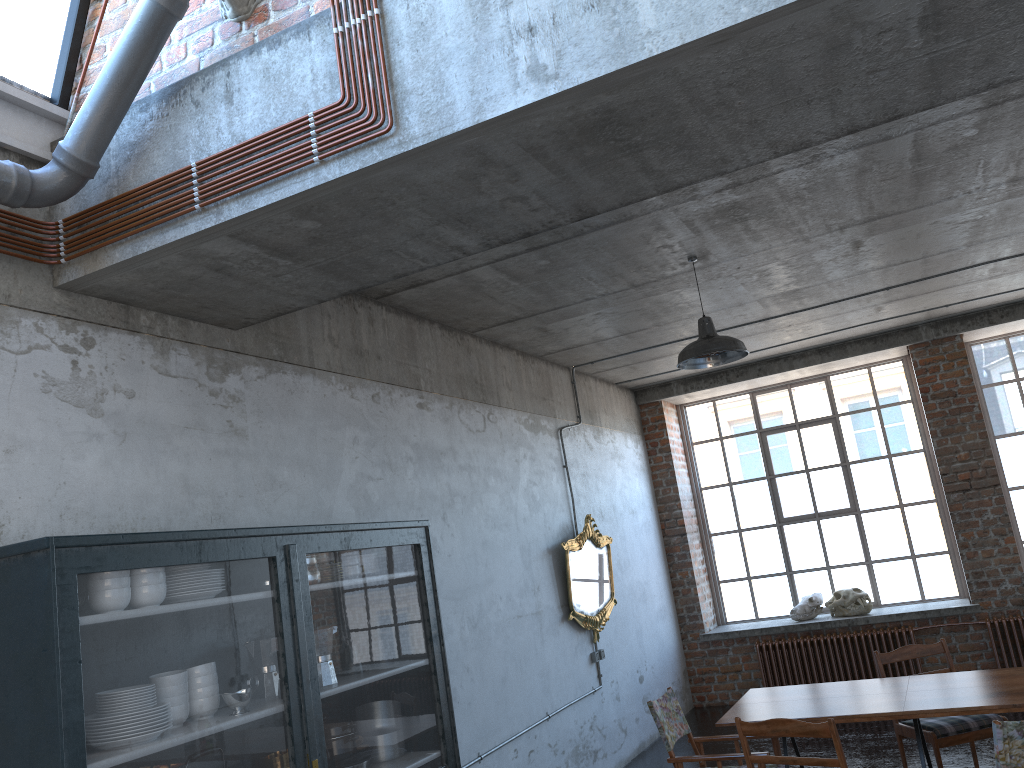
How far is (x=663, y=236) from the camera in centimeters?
575cm

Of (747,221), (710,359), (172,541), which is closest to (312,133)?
(172,541)

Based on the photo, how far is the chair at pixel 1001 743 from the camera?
3.85m

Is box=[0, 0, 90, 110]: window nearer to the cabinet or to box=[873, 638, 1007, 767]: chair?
the cabinet

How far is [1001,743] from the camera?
3.9 meters

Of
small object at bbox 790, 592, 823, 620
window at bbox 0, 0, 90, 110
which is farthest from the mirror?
window at bbox 0, 0, 90, 110

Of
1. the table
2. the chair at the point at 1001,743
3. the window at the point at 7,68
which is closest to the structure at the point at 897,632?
the table

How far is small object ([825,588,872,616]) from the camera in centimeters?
995cm

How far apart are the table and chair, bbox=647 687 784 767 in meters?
0.2

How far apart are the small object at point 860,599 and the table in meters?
4.5
